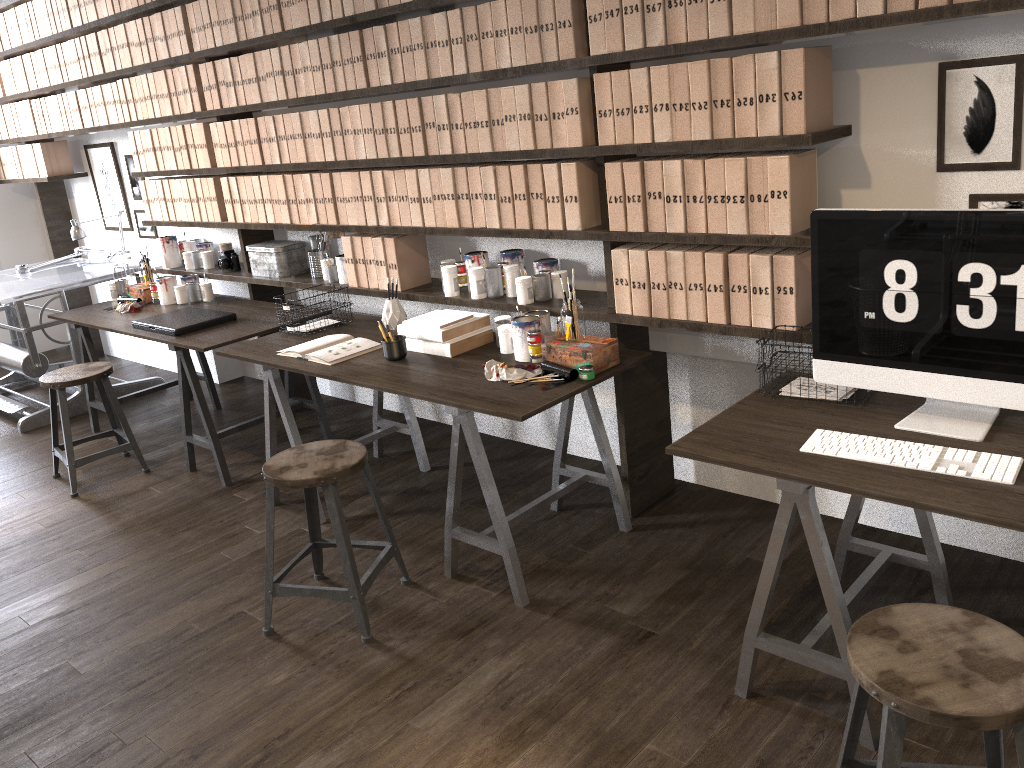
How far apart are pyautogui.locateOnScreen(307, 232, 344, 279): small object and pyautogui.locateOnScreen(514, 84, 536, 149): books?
1.4m

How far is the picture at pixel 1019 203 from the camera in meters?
2.3 m

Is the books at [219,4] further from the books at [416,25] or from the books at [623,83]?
the books at [623,83]

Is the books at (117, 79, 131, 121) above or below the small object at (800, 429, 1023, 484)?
→ above

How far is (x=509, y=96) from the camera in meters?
3.0

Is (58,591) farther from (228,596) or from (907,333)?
(907,333)

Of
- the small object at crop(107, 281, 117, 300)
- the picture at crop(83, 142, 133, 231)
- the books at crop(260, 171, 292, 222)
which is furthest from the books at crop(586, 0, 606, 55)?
the picture at crop(83, 142, 133, 231)

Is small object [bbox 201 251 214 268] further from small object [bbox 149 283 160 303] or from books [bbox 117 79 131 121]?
books [bbox 117 79 131 121]

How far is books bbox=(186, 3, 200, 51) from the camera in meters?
4.1 m

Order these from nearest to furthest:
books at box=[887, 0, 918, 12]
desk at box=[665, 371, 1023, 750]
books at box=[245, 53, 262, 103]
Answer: desk at box=[665, 371, 1023, 750] < books at box=[887, 0, 918, 12] < books at box=[245, 53, 262, 103]
